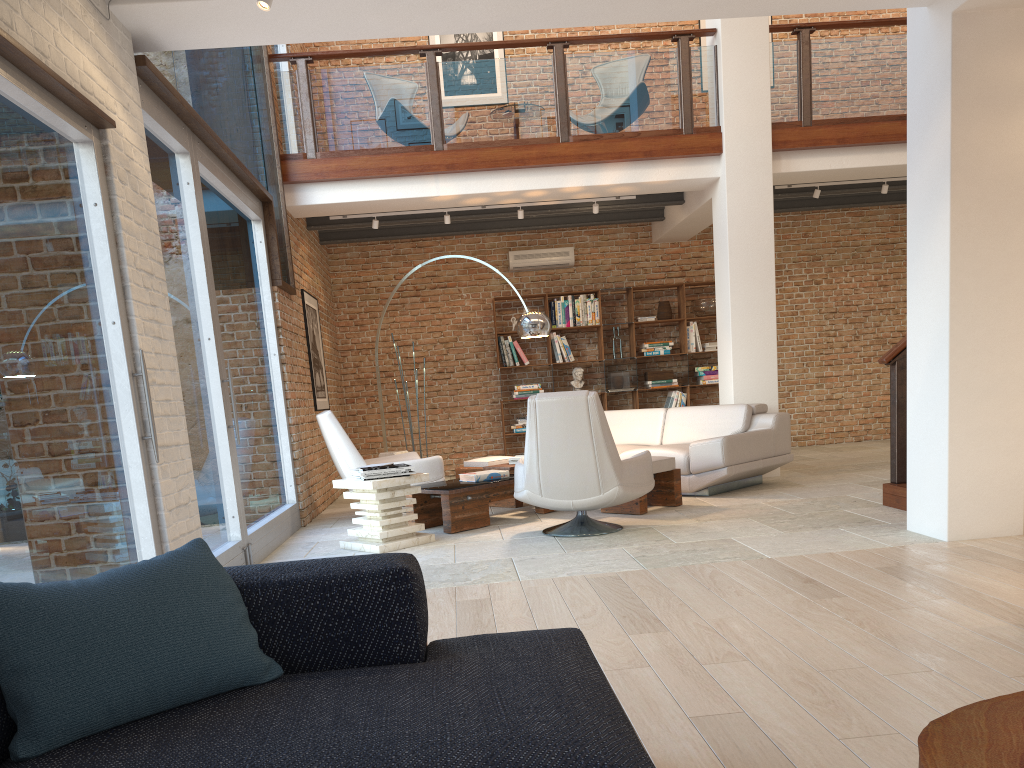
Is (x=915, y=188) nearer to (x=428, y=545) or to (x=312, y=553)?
(x=428, y=545)

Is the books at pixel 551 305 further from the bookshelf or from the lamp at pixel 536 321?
the lamp at pixel 536 321

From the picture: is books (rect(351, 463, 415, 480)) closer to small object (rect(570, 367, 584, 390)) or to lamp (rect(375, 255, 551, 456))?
lamp (rect(375, 255, 551, 456))

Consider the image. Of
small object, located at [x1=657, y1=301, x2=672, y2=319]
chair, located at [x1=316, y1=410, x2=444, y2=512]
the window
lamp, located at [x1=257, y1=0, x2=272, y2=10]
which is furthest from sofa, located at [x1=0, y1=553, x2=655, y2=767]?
small object, located at [x1=657, y1=301, x2=672, y2=319]

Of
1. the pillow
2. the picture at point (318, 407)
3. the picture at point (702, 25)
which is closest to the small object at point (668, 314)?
the picture at point (702, 25)

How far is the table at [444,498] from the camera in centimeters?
654cm

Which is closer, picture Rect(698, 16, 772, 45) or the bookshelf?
the bookshelf

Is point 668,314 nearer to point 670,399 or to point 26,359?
point 670,399

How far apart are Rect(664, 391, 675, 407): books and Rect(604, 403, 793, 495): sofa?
2.4m

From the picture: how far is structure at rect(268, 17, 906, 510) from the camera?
8.37m
